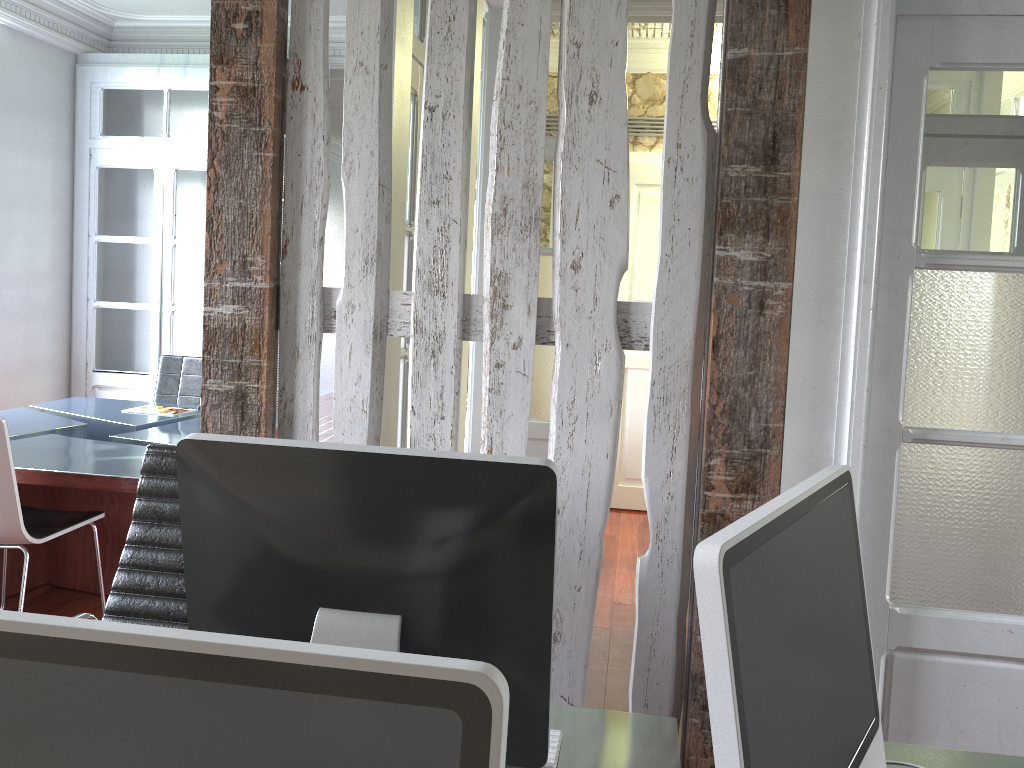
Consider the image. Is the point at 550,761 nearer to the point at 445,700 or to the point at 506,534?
the point at 506,534

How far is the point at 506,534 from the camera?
1.1 meters

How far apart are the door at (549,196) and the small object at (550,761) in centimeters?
321cm

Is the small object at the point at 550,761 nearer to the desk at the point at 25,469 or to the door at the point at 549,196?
the desk at the point at 25,469

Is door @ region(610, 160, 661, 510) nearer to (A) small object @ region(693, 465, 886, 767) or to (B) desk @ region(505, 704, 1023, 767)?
(B) desk @ region(505, 704, 1023, 767)

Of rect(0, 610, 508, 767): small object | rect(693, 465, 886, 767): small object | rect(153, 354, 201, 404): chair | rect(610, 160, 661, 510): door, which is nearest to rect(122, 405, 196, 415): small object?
rect(153, 354, 201, 404): chair

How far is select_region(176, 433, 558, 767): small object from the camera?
1.1 meters

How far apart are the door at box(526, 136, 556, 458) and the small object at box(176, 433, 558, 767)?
3.43m

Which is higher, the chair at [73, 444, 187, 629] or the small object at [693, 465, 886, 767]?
the small object at [693, 465, 886, 767]

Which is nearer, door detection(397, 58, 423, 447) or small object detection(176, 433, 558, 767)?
small object detection(176, 433, 558, 767)
